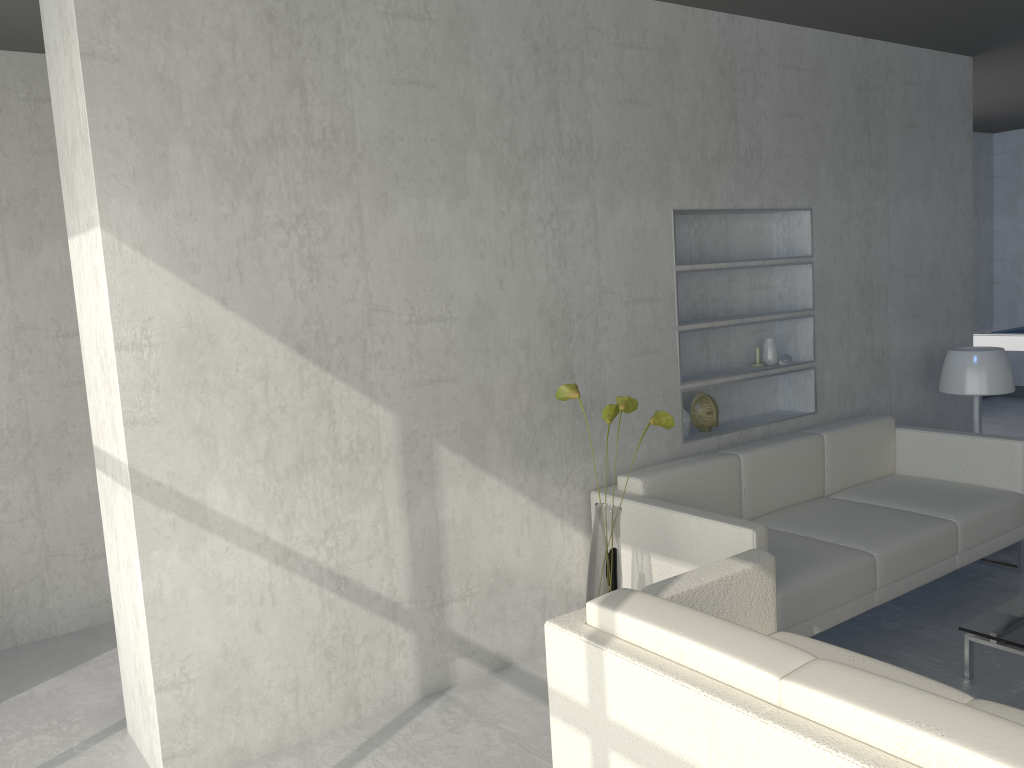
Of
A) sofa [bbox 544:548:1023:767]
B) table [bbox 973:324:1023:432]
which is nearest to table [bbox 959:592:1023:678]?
sofa [bbox 544:548:1023:767]

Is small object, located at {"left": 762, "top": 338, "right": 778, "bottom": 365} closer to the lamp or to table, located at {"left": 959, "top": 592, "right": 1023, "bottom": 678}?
the lamp

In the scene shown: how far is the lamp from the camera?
4.4 meters

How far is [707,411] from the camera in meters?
4.0 m

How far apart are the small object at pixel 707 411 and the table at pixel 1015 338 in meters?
3.4

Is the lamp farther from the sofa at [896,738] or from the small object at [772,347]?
the sofa at [896,738]

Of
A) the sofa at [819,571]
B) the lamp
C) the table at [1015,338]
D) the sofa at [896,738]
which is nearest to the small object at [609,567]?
the sofa at [819,571]

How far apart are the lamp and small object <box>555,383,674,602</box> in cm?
214

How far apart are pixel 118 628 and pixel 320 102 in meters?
1.8 m

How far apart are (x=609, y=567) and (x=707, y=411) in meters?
1.3 m
